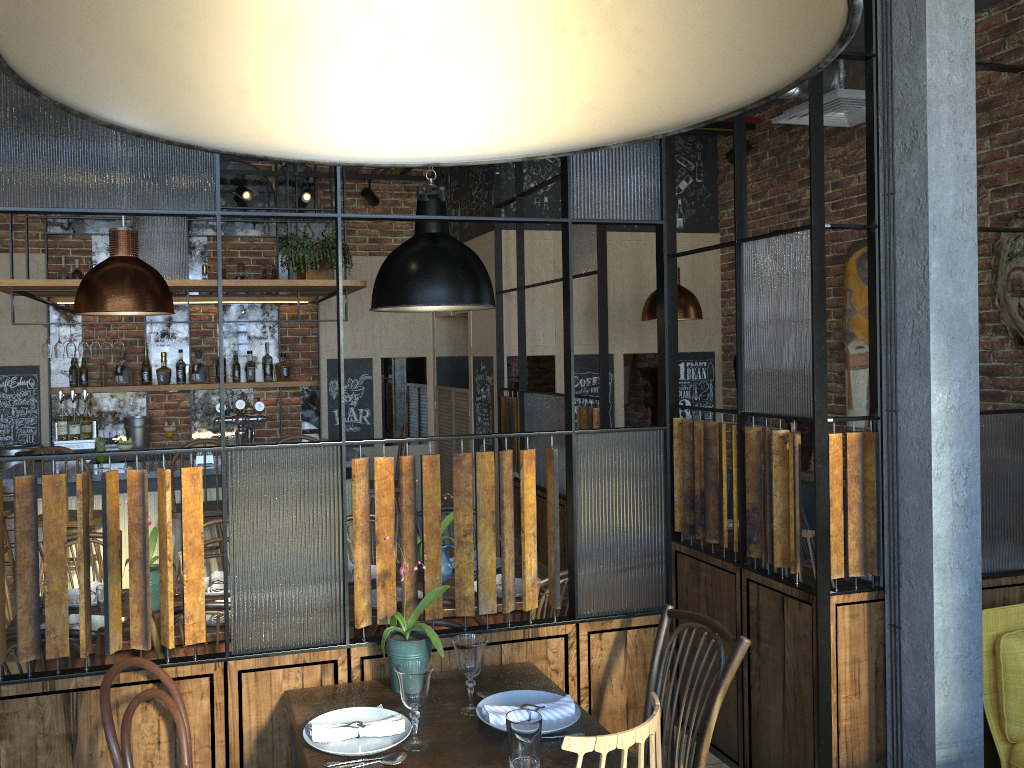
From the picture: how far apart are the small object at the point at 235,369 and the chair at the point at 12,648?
4.7 meters

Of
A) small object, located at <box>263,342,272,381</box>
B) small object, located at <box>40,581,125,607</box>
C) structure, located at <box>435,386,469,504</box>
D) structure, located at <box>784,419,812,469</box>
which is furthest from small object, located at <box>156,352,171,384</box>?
structure, located at <box>784,419,812,469</box>

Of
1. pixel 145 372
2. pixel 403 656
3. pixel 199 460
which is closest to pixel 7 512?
pixel 199 460

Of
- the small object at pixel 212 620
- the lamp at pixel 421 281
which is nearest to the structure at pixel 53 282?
the lamp at pixel 421 281

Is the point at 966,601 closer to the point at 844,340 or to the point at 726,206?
the point at 844,340

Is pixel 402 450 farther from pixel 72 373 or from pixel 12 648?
pixel 12 648

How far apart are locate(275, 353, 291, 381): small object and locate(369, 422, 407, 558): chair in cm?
135

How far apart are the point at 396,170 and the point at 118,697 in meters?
5.6 m

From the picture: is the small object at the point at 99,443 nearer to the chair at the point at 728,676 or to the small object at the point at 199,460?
the small object at the point at 199,460

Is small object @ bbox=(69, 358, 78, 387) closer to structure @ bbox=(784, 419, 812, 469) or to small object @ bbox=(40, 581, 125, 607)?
small object @ bbox=(40, 581, 125, 607)
